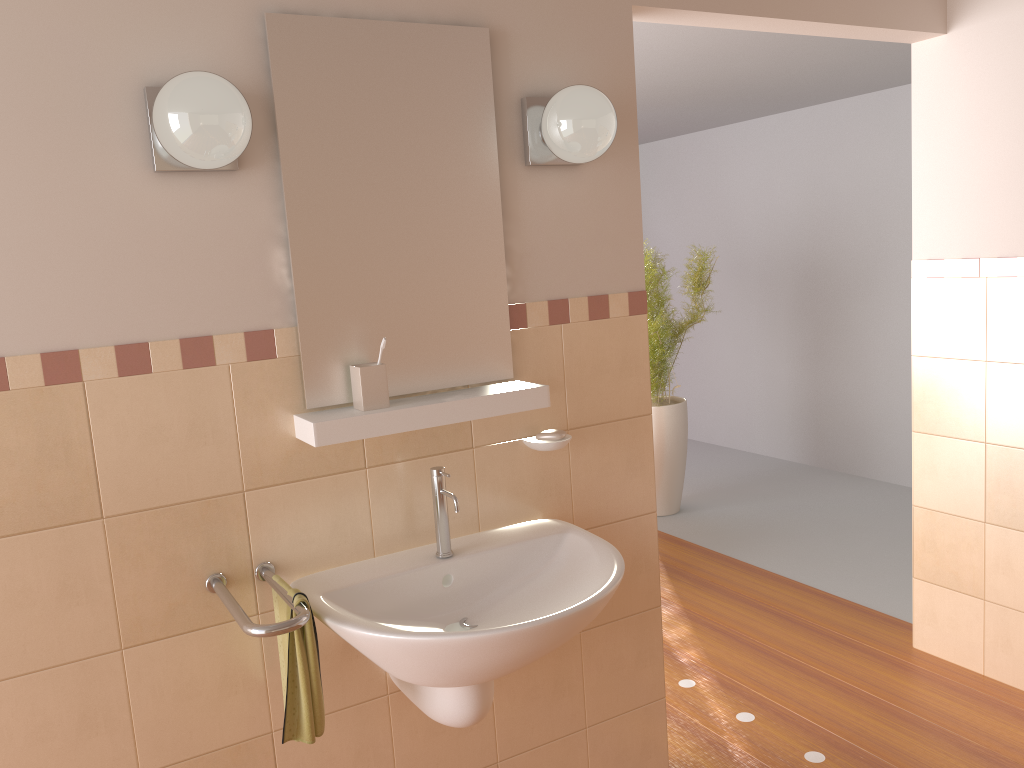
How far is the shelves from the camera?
1.78m

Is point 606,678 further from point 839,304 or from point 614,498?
point 839,304

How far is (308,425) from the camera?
1.8 meters

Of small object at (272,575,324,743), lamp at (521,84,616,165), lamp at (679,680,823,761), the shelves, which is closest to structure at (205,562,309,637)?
small object at (272,575,324,743)

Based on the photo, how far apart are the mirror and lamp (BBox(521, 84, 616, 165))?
0.1m

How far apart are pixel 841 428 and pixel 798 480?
0.44m

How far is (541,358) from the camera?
2.16m

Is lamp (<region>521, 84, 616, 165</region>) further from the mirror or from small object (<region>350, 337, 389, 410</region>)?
small object (<region>350, 337, 389, 410</region>)

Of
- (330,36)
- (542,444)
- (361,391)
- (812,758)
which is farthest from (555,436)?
(812,758)

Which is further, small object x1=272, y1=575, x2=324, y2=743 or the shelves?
the shelves
